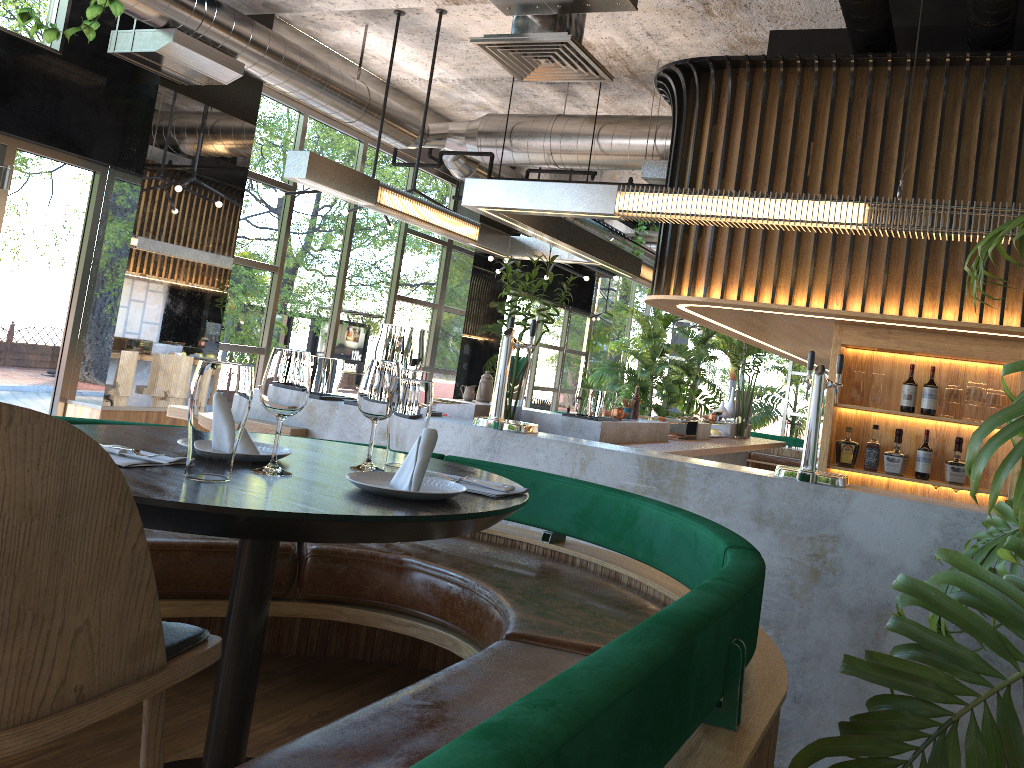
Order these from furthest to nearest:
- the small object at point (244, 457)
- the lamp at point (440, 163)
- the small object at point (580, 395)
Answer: the lamp at point (440, 163) → the small object at point (580, 395) → the small object at point (244, 457)

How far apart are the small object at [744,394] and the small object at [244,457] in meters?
8.0 m

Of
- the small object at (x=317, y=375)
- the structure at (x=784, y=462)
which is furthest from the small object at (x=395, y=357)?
the structure at (x=784, y=462)

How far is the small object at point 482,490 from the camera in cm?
187

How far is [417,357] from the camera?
4.4 meters

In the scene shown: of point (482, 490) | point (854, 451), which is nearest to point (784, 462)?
point (854, 451)

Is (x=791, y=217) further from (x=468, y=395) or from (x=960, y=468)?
(x=468, y=395)

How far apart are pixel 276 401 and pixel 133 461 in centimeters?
27cm

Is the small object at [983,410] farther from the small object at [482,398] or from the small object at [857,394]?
the small object at [482,398]

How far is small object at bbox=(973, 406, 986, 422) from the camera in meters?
5.3
